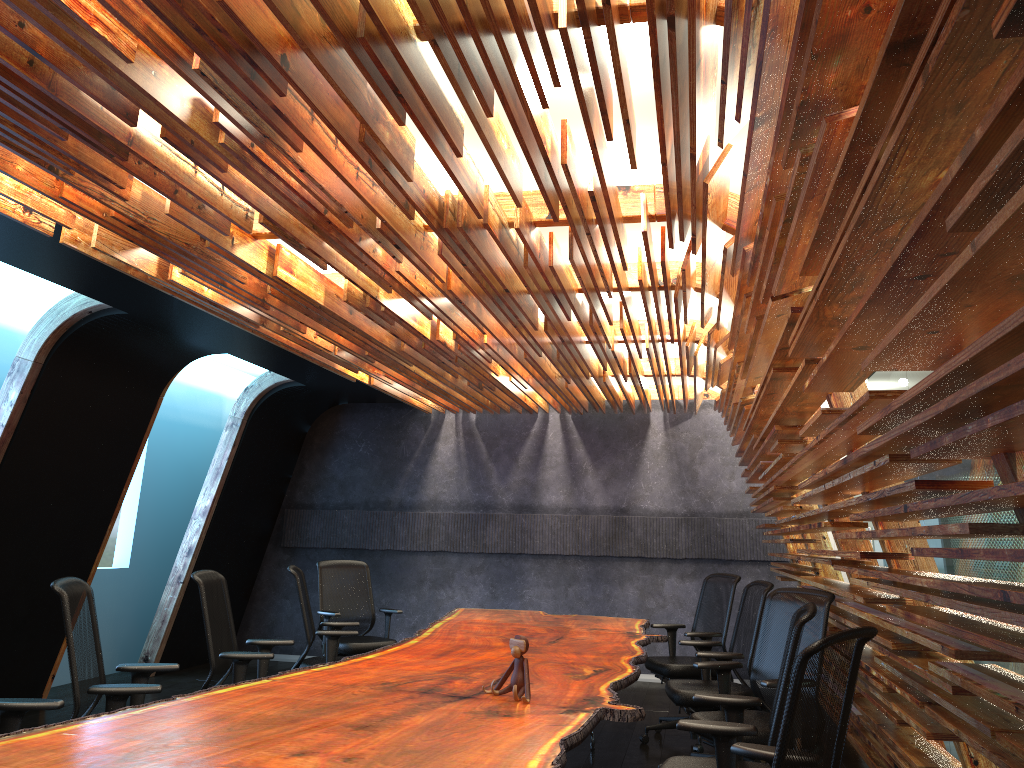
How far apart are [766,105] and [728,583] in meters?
5.3

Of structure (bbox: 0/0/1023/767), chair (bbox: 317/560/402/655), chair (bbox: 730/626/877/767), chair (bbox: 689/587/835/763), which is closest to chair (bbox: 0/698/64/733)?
structure (bbox: 0/0/1023/767)

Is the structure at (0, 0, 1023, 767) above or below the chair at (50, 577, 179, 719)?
above

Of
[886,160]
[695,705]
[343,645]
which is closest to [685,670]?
[695,705]

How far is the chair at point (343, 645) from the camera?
7.8m

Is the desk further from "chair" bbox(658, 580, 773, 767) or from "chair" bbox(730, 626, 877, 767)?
"chair" bbox(730, 626, 877, 767)

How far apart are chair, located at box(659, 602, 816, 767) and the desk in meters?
0.2

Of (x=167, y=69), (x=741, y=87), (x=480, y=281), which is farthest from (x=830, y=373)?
(x=167, y=69)

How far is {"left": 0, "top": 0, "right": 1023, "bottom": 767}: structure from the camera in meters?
1.8 m

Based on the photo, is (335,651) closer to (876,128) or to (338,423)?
(338,423)
